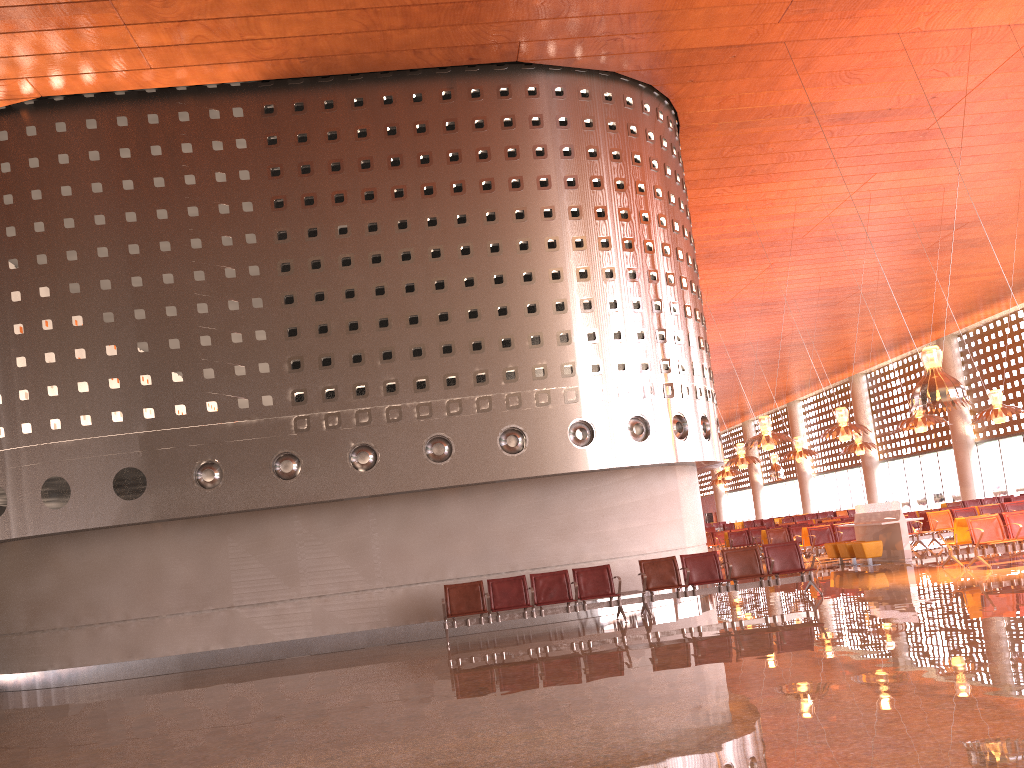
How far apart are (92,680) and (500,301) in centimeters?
853cm
